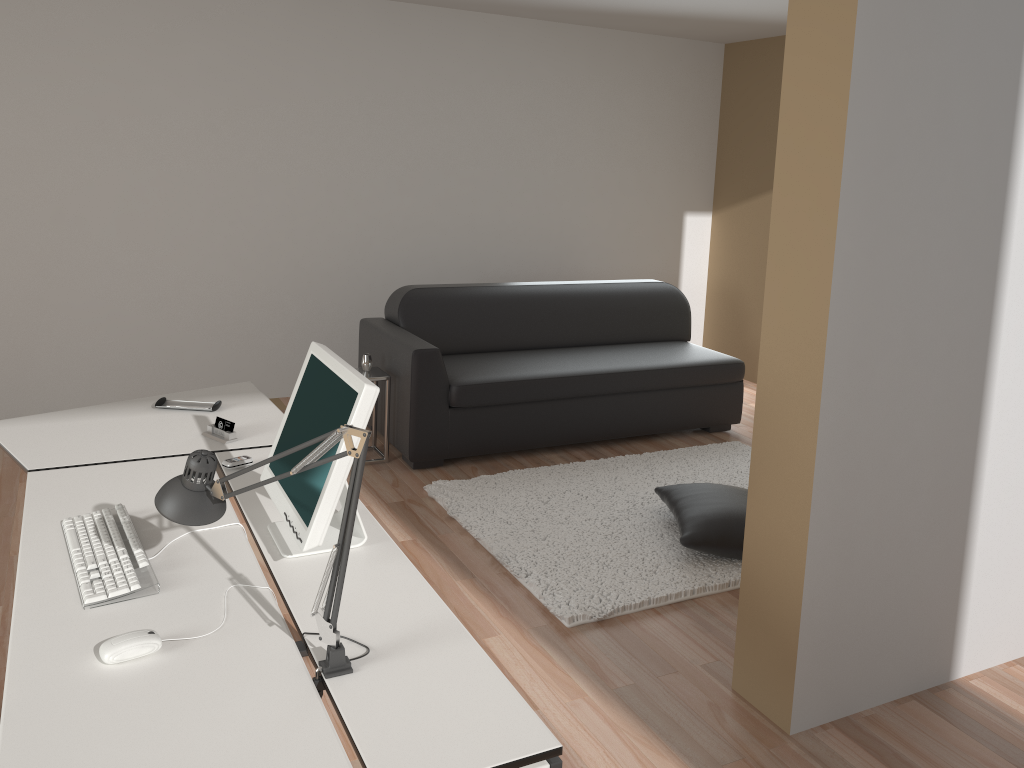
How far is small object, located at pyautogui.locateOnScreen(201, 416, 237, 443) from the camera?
2.8m

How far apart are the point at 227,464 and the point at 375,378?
2.1 meters

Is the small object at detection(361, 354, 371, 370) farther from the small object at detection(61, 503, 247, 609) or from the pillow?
the small object at detection(61, 503, 247, 609)

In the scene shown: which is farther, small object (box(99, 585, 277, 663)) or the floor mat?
the floor mat

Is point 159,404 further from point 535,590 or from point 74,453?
point 535,590

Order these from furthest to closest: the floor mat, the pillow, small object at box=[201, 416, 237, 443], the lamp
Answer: the pillow
the floor mat
small object at box=[201, 416, 237, 443]
the lamp

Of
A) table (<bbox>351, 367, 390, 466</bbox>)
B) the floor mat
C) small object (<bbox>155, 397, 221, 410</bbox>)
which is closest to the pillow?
the floor mat

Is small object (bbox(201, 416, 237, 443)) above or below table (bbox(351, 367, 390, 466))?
above

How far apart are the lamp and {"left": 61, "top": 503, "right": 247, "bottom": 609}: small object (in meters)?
0.21

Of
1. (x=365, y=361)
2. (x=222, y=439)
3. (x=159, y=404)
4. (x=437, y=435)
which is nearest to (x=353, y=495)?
(x=222, y=439)
